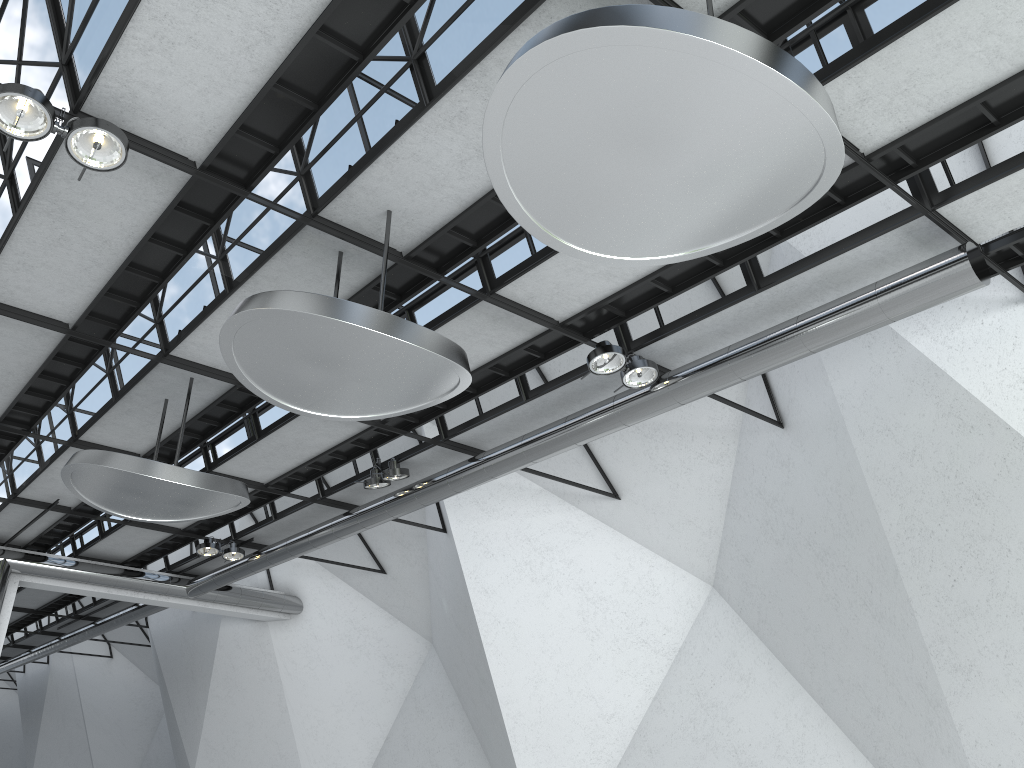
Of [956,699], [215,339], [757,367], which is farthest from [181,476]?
[956,699]

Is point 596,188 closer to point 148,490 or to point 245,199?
point 245,199

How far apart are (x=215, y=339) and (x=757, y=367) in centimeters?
2876cm
